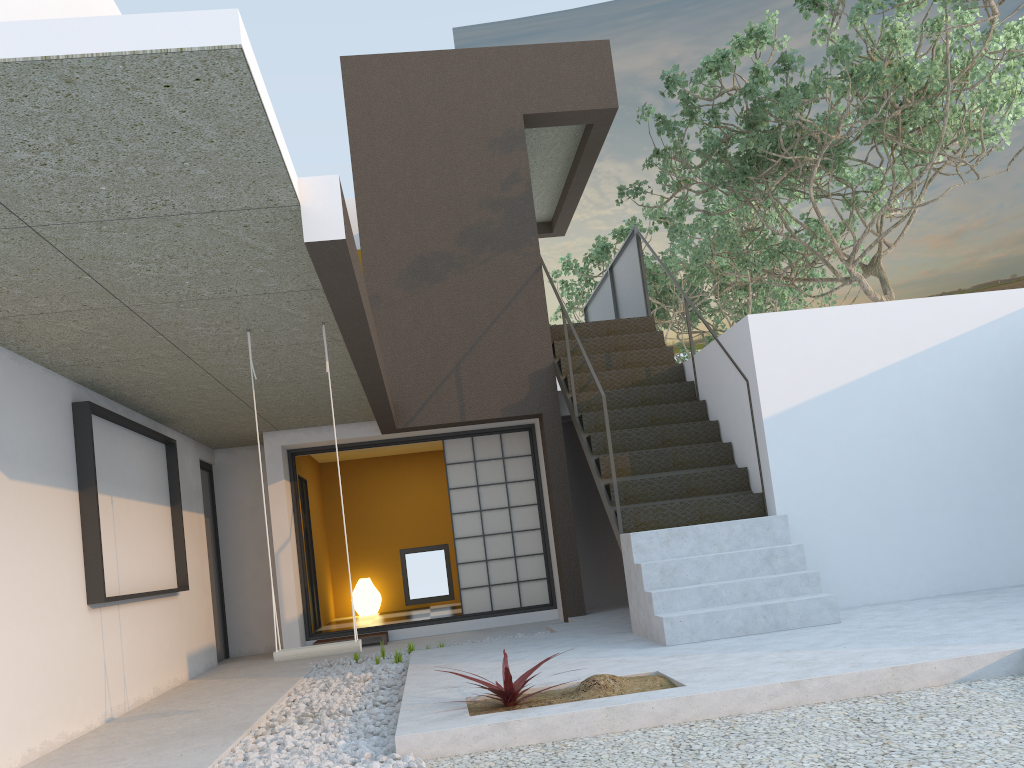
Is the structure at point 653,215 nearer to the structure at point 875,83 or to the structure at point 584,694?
the structure at point 875,83

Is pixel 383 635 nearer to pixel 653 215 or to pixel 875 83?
pixel 875 83

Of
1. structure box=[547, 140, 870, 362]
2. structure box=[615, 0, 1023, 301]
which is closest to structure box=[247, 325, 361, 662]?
structure box=[615, 0, 1023, 301]

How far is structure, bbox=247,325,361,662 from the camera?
4.66m

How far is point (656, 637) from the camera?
5.7 meters

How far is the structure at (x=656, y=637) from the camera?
5.7 meters

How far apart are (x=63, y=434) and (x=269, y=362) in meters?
1.3 m

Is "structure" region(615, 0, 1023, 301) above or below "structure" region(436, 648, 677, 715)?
above

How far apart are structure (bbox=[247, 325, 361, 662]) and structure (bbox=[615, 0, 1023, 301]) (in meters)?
5.88

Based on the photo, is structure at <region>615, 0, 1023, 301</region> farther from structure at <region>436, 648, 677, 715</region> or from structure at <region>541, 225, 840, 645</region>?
structure at <region>436, 648, 677, 715</region>
